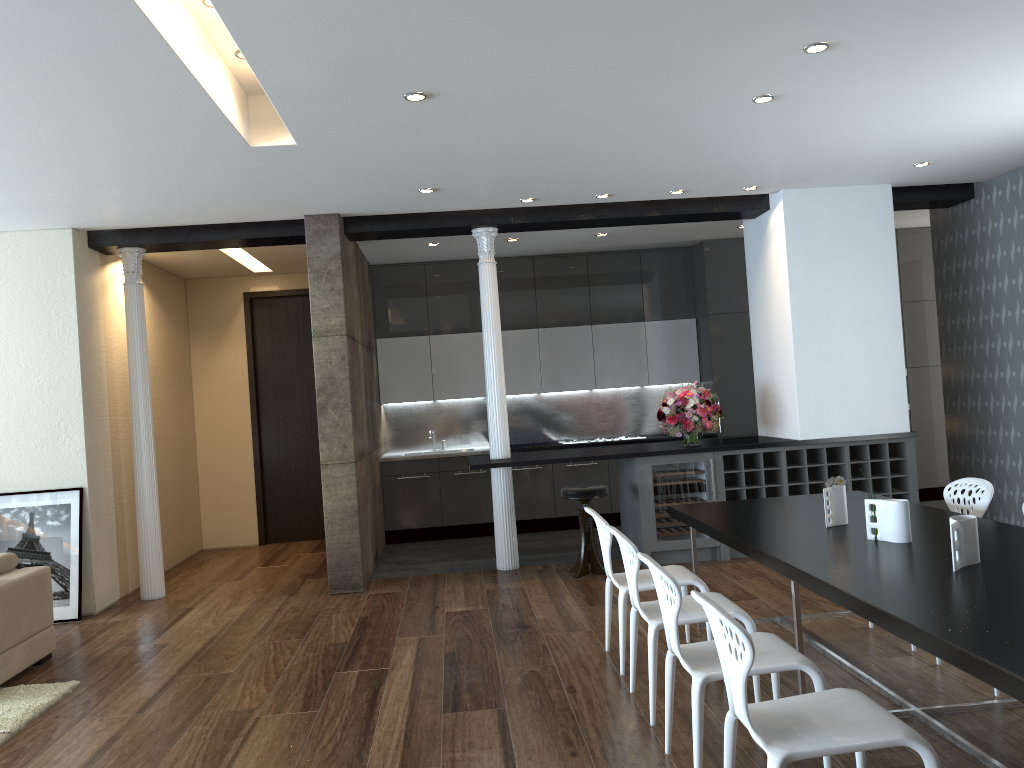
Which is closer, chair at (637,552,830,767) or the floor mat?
chair at (637,552,830,767)

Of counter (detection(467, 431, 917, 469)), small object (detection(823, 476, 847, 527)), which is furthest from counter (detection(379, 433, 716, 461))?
small object (detection(823, 476, 847, 527))

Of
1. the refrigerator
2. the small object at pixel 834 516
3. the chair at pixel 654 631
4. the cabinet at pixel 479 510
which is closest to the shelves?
the refrigerator

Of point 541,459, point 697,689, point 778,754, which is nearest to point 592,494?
point 541,459

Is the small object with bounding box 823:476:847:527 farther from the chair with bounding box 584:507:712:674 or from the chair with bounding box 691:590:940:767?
the chair with bounding box 691:590:940:767

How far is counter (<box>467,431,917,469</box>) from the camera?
7.1 meters

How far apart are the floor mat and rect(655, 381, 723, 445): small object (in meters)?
4.69

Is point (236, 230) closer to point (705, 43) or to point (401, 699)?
point (401, 699)

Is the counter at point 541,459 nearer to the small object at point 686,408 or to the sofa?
the small object at point 686,408

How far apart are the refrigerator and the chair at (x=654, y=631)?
3.00m
